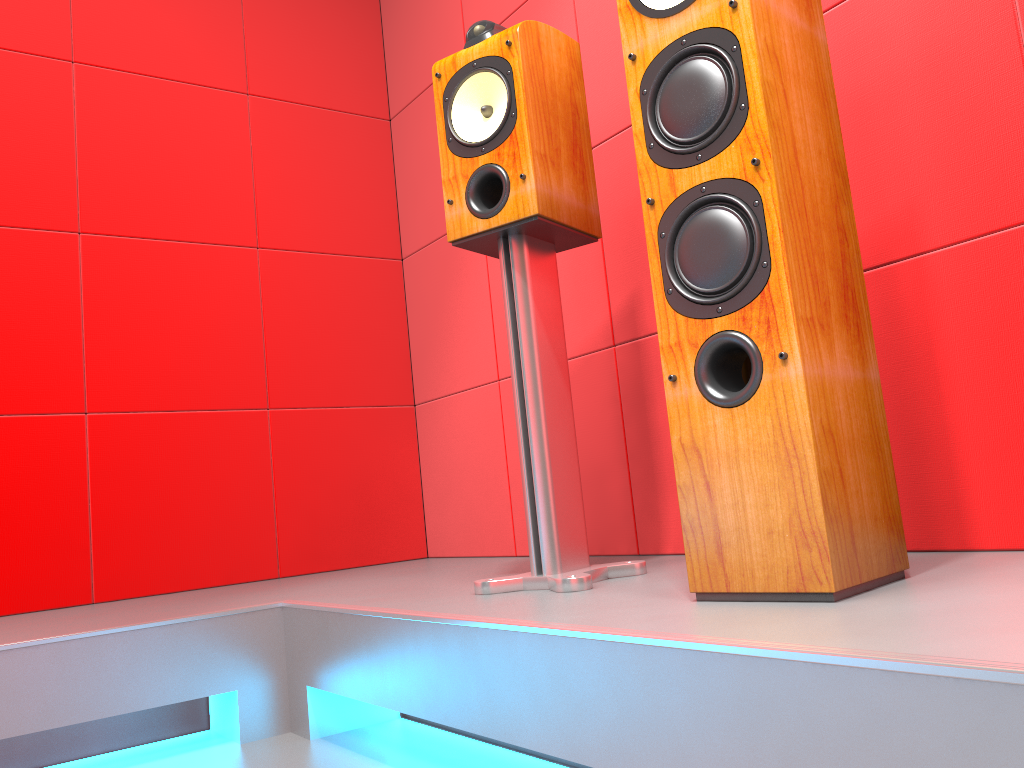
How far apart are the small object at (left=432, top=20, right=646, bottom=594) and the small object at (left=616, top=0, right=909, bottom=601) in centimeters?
29cm

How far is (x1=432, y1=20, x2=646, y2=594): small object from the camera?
1.6m

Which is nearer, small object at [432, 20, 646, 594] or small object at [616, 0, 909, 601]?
small object at [616, 0, 909, 601]

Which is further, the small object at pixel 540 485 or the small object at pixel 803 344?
the small object at pixel 540 485

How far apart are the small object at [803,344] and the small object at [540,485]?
0.3 meters

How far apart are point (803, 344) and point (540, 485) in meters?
0.6 m

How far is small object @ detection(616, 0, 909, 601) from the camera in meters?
1.1

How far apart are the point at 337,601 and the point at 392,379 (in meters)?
1.29

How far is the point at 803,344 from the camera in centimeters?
109cm

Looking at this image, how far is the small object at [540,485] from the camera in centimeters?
156cm
